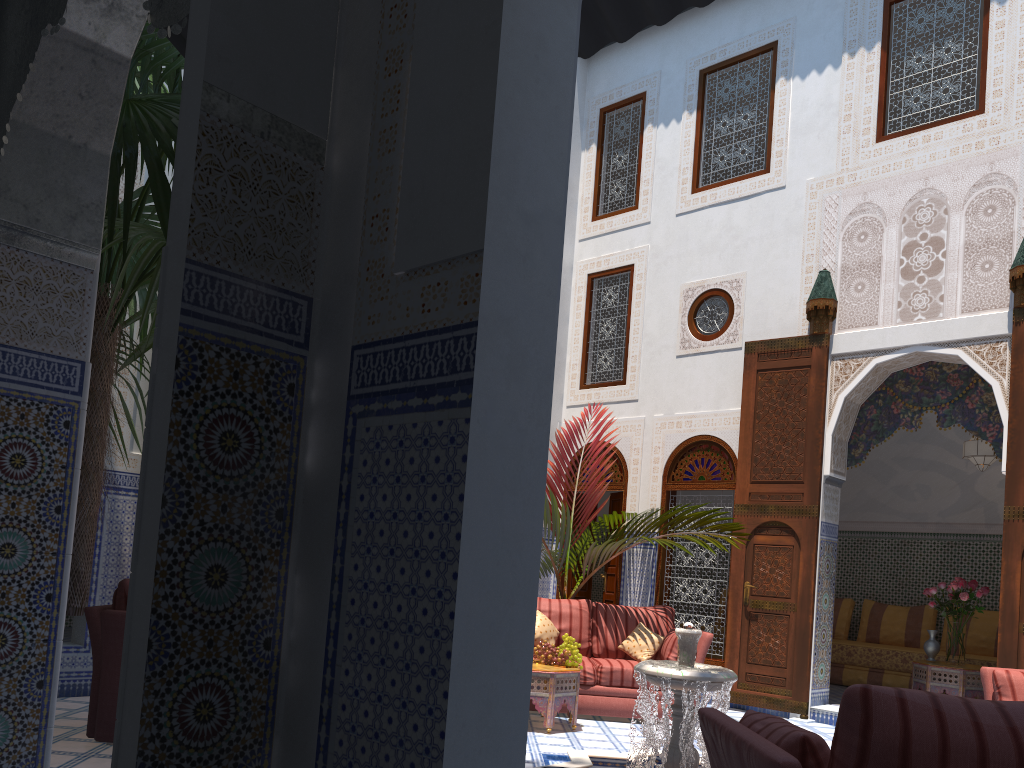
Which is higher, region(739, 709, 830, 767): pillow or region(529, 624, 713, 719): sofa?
region(739, 709, 830, 767): pillow

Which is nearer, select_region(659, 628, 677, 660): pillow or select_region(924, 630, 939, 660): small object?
select_region(659, 628, 677, 660): pillow

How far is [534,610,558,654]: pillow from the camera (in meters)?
5.14

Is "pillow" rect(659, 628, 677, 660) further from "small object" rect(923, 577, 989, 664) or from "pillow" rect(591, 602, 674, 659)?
"small object" rect(923, 577, 989, 664)

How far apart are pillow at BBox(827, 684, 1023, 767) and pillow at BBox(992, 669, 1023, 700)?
2.7m

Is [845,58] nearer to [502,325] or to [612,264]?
[612,264]

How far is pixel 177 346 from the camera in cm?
145

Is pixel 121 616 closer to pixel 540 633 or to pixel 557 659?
pixel 557 659

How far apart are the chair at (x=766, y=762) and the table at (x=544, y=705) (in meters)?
2.55

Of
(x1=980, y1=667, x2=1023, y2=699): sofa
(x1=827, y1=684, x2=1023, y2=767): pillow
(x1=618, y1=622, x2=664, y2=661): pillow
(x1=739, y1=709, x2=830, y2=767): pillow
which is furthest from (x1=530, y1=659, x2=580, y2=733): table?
(x1=827, y1=684, x2=1023, y2=767): pillow
